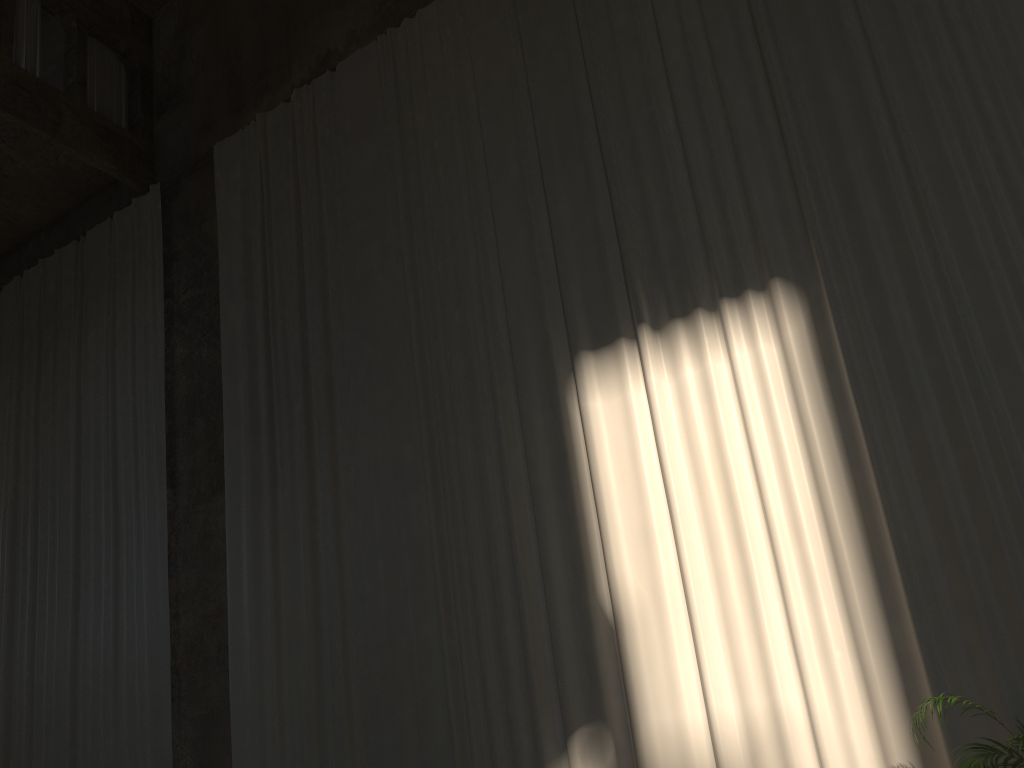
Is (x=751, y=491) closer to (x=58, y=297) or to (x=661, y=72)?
(x=661, y=72)

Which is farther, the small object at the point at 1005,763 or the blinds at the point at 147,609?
the blinds at the point at 147,609

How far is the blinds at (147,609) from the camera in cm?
917

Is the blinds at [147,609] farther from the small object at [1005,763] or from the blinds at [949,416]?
the small object at [1005,763]

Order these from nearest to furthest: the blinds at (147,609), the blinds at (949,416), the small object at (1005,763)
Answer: the small object at (1005,763) < the blinds at (949,416) < the blinds at (147,609)

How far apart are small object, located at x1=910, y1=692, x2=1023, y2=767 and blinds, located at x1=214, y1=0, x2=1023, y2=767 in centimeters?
62cm

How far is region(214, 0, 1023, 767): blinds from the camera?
5.53m

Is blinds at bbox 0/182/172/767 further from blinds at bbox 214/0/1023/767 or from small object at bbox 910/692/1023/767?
small object at bbox 910/692/1023/767

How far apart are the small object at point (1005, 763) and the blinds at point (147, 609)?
7.19m

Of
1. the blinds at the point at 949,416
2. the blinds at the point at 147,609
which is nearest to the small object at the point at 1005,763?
the blinds at the point at 949,416
